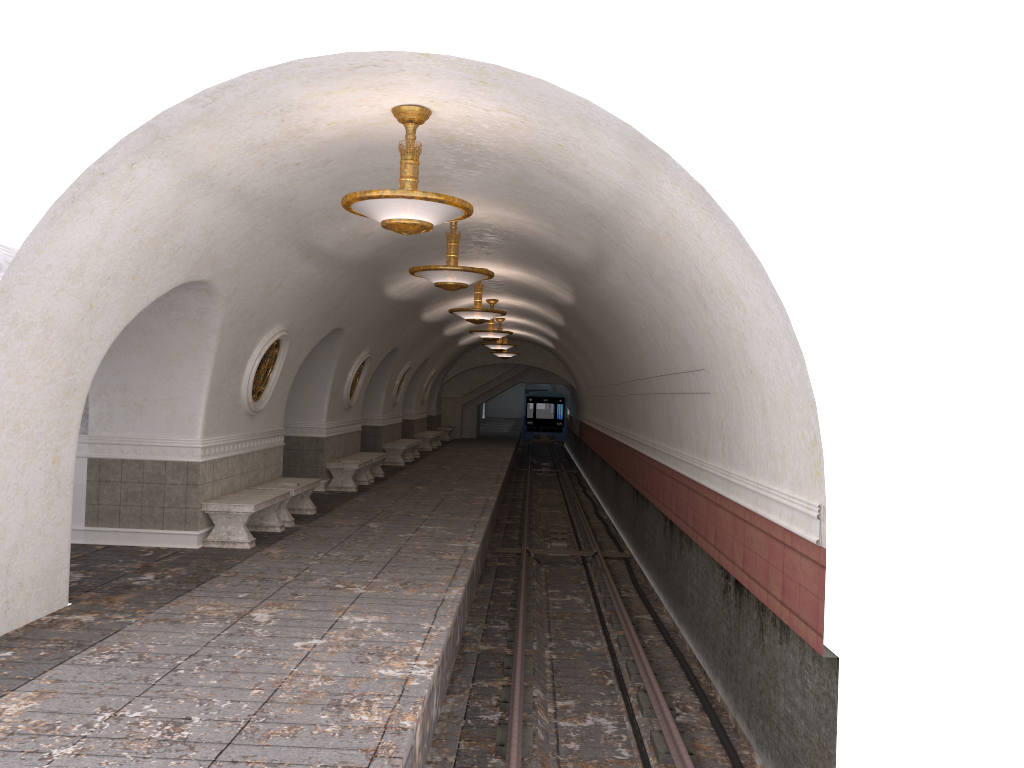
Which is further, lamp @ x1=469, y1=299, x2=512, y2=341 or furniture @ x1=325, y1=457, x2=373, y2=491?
lamp @ x1=469, y1=299, x2=512, y2=341

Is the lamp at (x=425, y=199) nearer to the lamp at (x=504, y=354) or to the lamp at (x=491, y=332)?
the lamp at (x=491, y=332)

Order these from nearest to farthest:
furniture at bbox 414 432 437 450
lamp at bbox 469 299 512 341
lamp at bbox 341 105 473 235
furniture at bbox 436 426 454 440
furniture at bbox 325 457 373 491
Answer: lamp at bbox 341 105 473 235 → furniture at bbox 325 457 373 491 → lamp at bbox 469 299 512 341 → furniture at bbox 414 432 437 450 → furniture at bbox 436 426 454 440

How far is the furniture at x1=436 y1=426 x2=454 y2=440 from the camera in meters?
34.3 m

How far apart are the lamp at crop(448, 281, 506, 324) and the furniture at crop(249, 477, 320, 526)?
3.84m

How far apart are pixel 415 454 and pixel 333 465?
9.0m

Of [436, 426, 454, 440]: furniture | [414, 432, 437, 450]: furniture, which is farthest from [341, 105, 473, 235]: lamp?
[436, 426, 454, 440]: furniture

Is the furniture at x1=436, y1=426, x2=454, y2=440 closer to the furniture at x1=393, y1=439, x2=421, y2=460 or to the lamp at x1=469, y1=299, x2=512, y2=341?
the furniture at x1=393, y1=439, x2=421, y2=460

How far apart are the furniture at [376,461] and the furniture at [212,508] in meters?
6.4

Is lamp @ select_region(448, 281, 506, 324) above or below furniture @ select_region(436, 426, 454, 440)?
above
